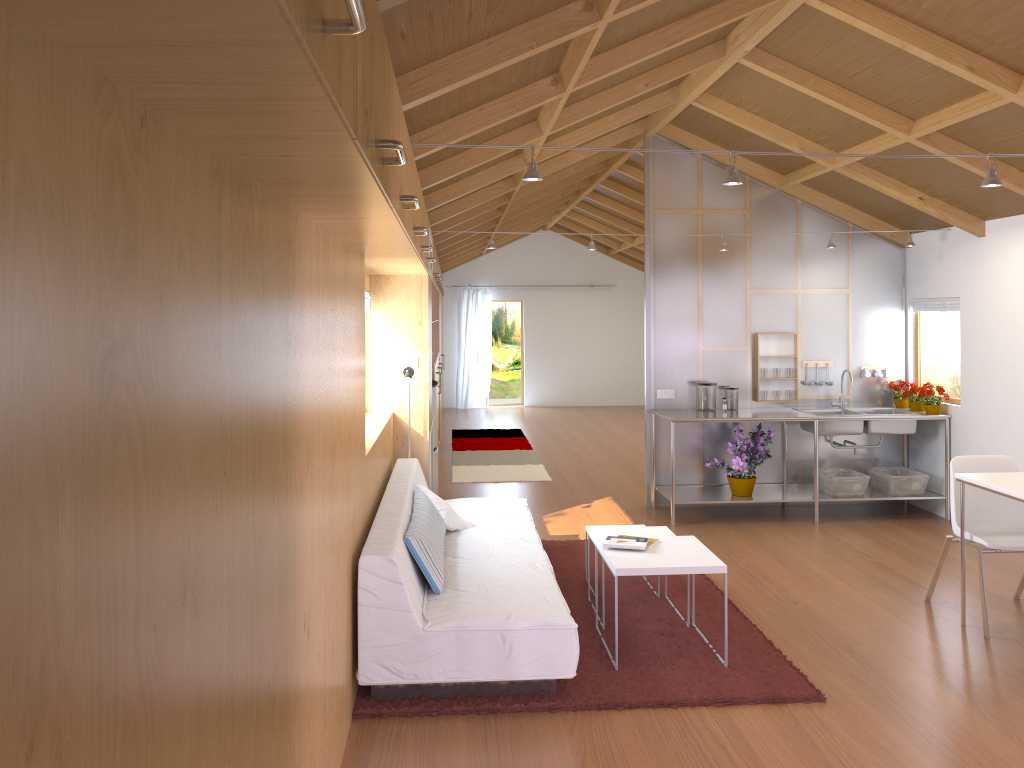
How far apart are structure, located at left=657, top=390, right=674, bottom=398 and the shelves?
0.74m

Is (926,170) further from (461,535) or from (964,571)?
(461,535)

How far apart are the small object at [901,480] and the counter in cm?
46

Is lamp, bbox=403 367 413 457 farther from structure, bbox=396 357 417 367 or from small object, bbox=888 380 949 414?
small object, bbox=888 380 949 414

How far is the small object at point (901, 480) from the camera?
6.62m

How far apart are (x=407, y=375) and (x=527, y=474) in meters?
3.3 m

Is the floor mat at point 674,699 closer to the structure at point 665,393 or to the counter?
the counter

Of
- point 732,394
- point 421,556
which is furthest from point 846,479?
point 421,556

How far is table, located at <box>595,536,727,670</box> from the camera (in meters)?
3.84

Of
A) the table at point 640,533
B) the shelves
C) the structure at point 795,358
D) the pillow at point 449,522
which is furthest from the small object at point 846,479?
the pillow at point 449,522
